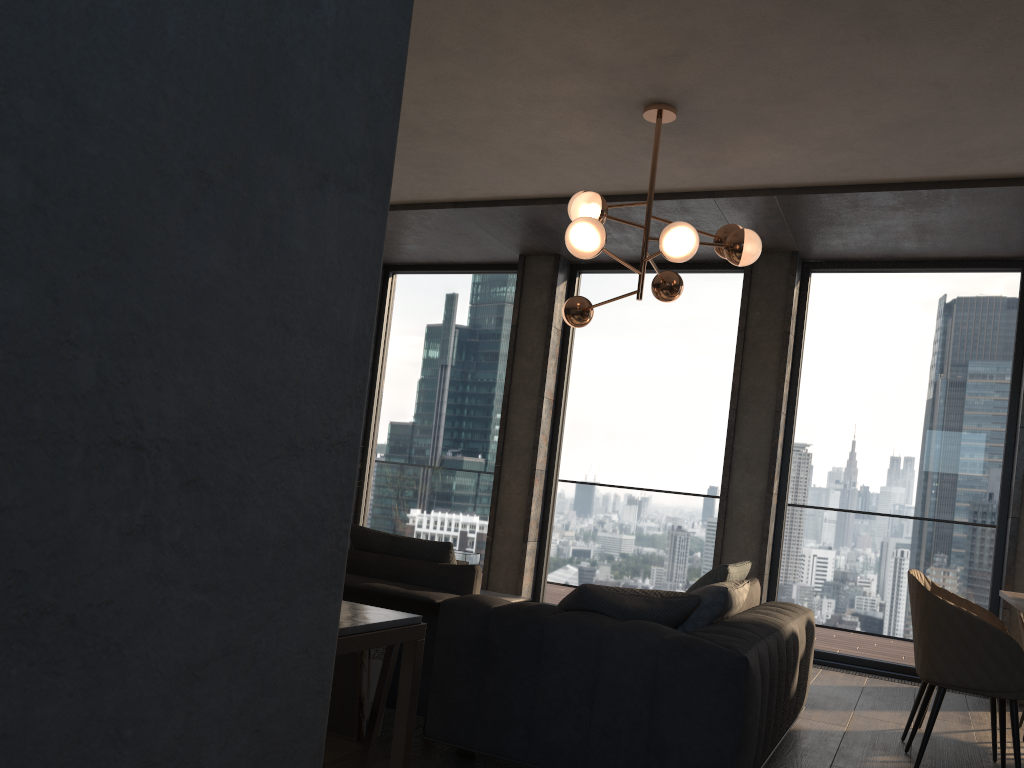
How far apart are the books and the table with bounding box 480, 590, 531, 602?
2.2 meters

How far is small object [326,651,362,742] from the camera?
3.2m

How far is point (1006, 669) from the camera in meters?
3.5 m

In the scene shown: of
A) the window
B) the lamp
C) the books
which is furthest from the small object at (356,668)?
the window

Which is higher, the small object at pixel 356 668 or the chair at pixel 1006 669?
the chair at pixel 1006 669

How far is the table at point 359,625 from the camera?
1.0m

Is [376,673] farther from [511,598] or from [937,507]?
[937,507]

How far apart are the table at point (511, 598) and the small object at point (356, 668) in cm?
235

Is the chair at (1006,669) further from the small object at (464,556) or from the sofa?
the small object at (464,556)

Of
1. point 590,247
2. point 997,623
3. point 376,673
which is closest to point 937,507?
point 997,623
